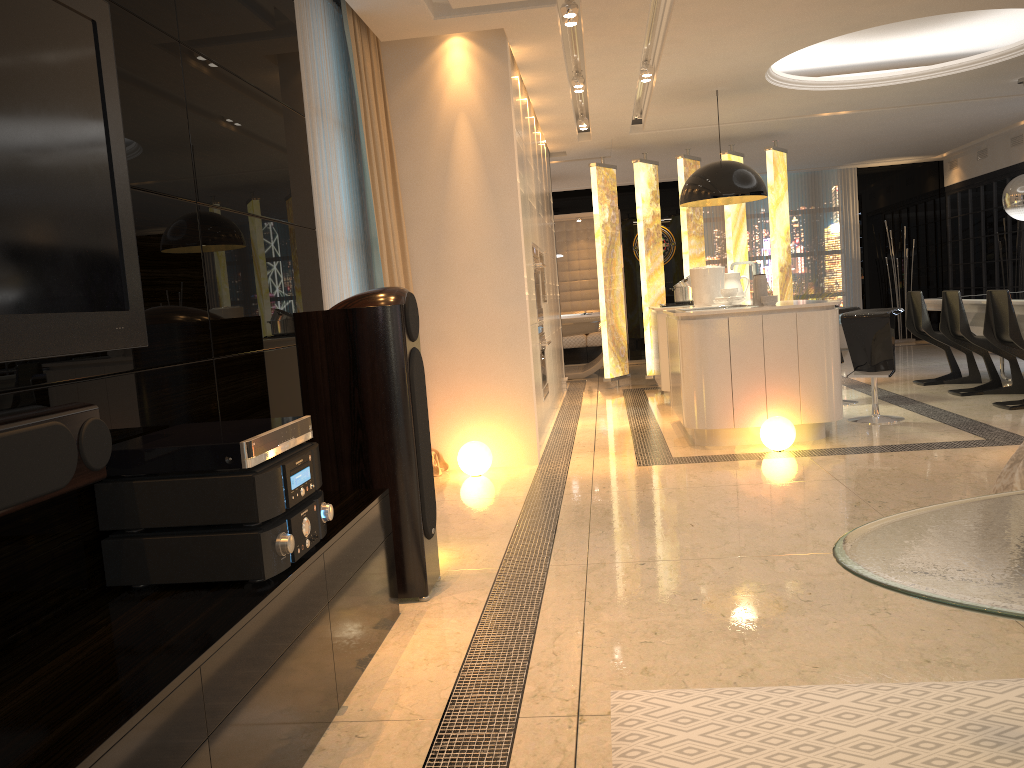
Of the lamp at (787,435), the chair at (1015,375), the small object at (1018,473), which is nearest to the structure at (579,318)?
the chair at (1015,375)

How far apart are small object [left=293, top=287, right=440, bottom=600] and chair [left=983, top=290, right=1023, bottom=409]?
4.8 meters

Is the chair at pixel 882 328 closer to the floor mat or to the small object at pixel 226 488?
the floor mat

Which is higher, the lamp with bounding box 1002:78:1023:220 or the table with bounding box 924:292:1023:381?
the lamp with bounding box 1002:78:1023:220

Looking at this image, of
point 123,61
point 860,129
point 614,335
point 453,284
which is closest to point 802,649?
point 123,61

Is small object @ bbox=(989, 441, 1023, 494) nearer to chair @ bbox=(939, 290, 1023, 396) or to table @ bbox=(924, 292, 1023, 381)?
table @ bbox=(924, 292, 1023, 381)

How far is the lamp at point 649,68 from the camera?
6.68m

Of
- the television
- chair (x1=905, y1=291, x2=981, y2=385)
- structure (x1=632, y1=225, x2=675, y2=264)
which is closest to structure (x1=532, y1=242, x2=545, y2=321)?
chair (x1=905, y1=291, x2=981, y2=385)

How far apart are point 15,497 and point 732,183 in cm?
623

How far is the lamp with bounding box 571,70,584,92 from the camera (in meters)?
6.86
